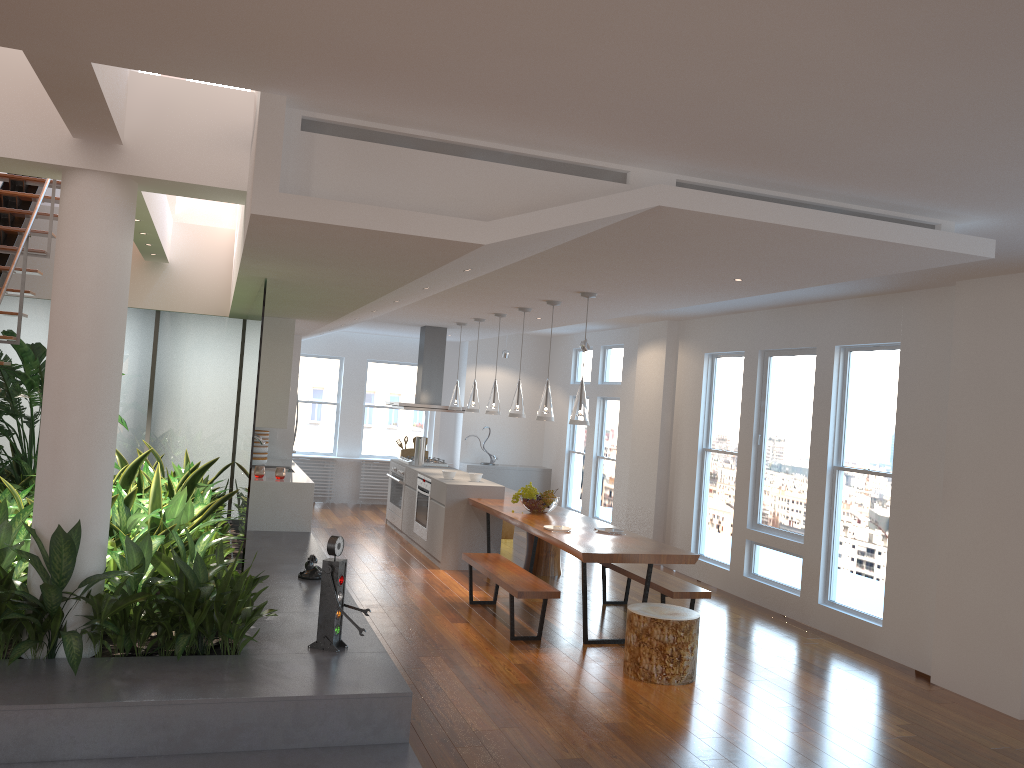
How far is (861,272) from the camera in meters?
4.9 m

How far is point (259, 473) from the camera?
8.0 meters

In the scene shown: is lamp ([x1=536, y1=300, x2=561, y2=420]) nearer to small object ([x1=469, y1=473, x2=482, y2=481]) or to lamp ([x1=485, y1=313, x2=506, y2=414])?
lamp ([x1=485, y1=313, x2=506, y2=414])

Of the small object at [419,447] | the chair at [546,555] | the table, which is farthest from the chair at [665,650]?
the small object at [419,447]

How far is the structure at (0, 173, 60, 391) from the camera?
5.7 meters

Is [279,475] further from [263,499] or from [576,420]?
[576,420]

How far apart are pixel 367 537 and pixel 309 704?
6.5m

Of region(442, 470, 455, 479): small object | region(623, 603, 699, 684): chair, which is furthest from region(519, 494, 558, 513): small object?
region(623, 603, 699, 684): chair

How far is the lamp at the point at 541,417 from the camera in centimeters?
725cm

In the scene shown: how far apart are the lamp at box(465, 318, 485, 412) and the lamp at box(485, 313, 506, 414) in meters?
0.7
